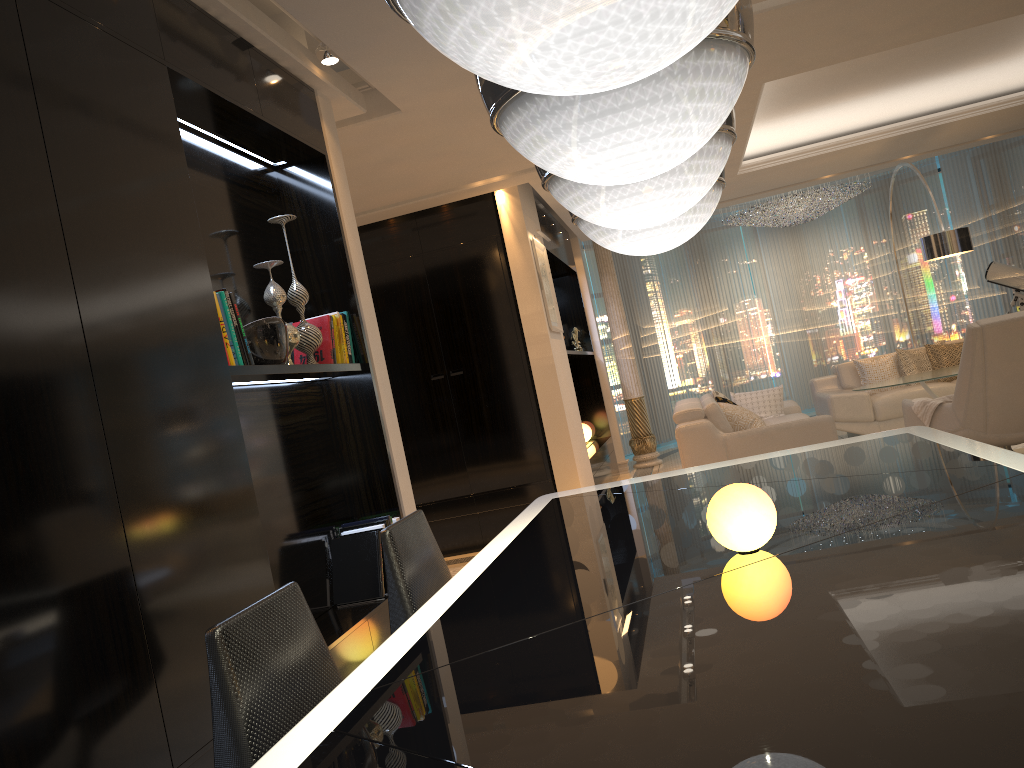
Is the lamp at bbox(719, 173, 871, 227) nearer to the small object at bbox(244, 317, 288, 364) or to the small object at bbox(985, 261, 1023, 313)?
the small object at bbox(985, 261, 1023, 313)

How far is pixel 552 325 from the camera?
6.9 meters

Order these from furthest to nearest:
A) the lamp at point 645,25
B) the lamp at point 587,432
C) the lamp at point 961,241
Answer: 1. the lamp at point 587,432
2. the lamp at point 961,241
3. the lamp at point 645,25

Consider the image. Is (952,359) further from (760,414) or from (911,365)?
(760,414)

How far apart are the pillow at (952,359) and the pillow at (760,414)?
1.6m

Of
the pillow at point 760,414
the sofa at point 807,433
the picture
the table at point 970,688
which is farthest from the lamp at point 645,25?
the pillow at point 760,414

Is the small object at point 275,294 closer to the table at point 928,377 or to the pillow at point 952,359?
the table at point 928,377

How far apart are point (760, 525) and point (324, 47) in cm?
297

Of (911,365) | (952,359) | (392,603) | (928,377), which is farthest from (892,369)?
(392,603)

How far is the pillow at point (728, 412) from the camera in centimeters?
690cm
